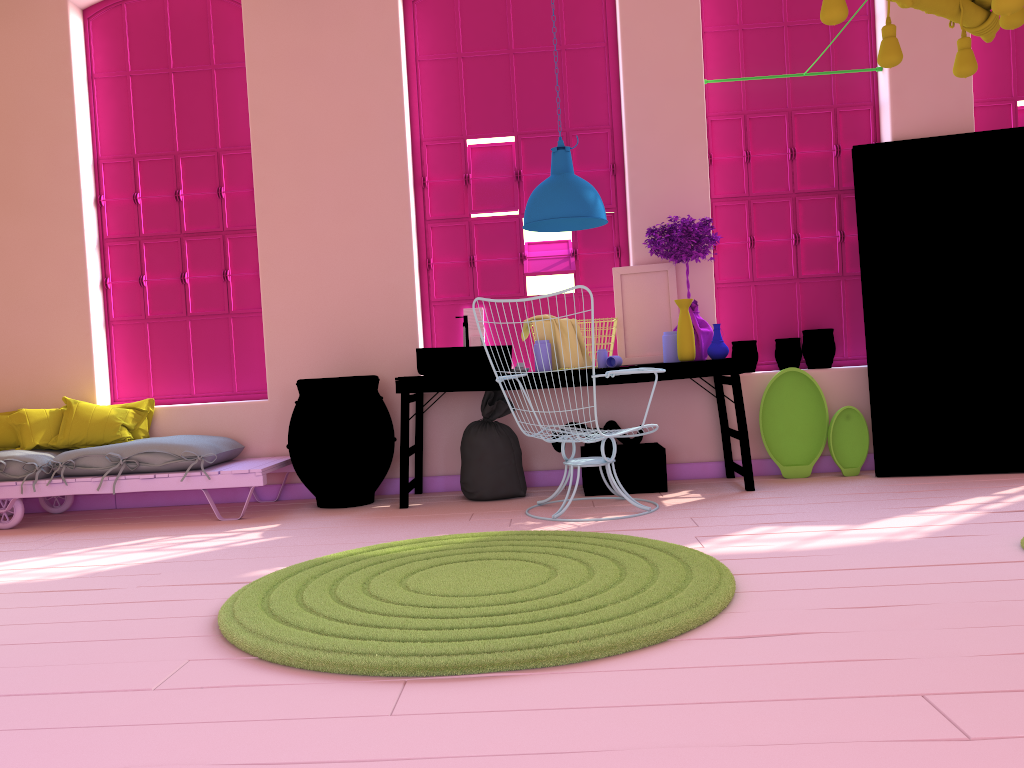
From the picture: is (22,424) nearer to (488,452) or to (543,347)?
(488,452)

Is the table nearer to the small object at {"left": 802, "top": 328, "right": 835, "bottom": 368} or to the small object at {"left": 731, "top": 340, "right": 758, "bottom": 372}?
the small object at {"left": 731, "top": 340, "right": 758, "bottom": 372}

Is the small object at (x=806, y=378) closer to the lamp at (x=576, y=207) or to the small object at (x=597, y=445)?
the small object at (x=597, y=445)

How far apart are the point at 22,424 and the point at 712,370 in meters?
4.5

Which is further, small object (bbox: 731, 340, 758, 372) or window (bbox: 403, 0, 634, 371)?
window (bbox: 403, 0, 634, 371)

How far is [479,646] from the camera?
2.5 meters

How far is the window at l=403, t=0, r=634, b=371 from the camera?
6.3m

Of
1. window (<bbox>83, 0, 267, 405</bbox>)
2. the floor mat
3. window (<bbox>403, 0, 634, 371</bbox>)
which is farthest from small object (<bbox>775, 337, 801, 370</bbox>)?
window (<bbox>83, 0, 267, 405</bbox>)

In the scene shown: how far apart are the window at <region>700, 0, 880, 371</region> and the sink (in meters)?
1.85

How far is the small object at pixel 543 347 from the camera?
5.6m
